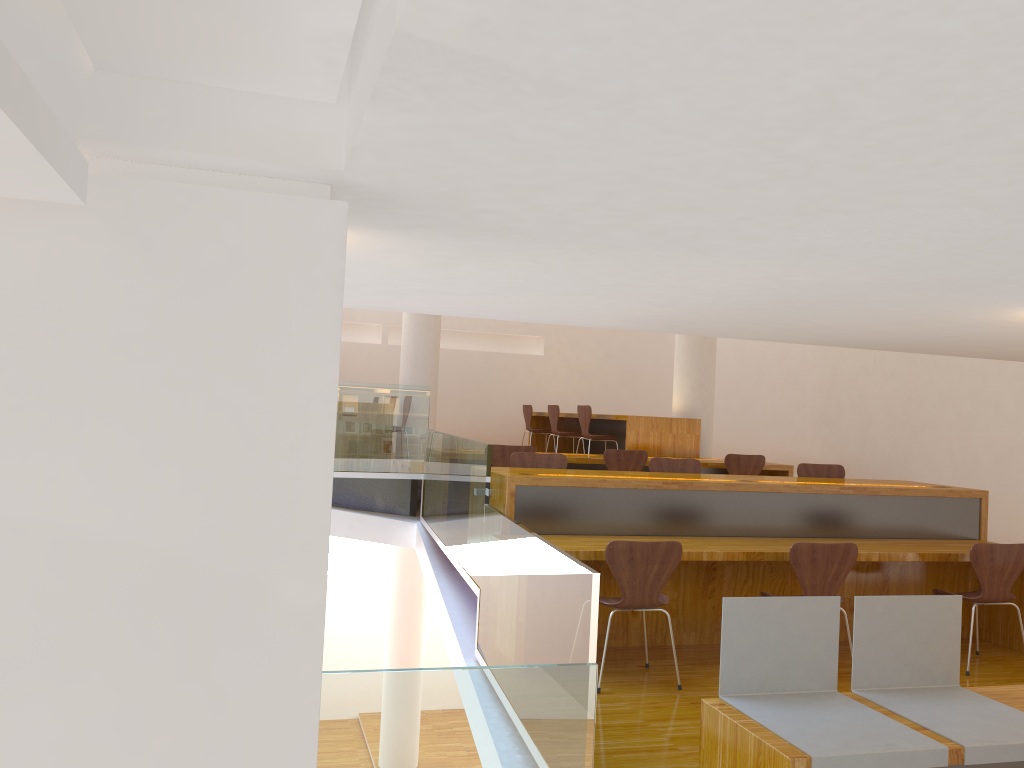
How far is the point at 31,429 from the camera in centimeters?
107cm

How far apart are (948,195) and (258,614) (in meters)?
1.02

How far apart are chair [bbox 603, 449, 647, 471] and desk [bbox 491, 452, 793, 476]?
0.3m

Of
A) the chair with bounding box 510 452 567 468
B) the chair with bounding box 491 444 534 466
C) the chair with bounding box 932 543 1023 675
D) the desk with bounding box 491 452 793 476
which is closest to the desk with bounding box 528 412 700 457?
the desk with bounding box 491 452 793 476

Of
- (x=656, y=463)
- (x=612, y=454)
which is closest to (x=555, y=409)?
(x=612, y=454)

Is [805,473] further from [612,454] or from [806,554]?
[806,554]

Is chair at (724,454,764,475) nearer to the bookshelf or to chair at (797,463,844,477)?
chair at (797,463,844,477)

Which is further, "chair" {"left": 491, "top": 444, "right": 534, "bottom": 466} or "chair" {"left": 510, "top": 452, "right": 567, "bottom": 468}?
"chair" {"left": 491, "top": 444, "right": 534, "bottom": 466}

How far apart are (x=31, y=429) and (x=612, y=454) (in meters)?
6.30

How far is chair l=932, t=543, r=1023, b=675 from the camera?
4.70m
